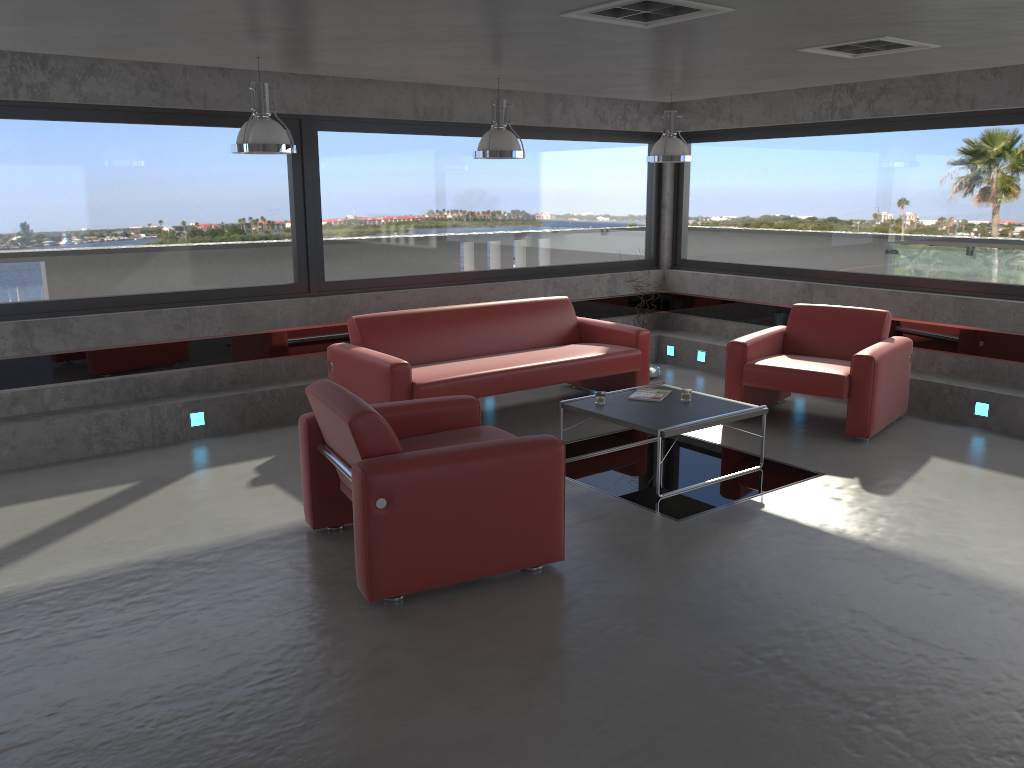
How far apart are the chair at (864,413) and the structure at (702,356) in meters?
1.5

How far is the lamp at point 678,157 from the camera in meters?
7.4

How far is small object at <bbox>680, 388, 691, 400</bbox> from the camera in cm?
610

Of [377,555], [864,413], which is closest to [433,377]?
[377,555]

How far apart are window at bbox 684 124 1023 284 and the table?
2.9 meters

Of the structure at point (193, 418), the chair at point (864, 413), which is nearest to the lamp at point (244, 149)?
the structure at point (193, 418)

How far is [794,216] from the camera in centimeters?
878cm

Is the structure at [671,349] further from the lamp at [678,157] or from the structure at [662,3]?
the structure at [662,3]

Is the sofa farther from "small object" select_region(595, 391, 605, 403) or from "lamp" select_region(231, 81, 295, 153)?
"lamp" select_region(231, 81, 295, 153)

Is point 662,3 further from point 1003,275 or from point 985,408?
point 1003,275
